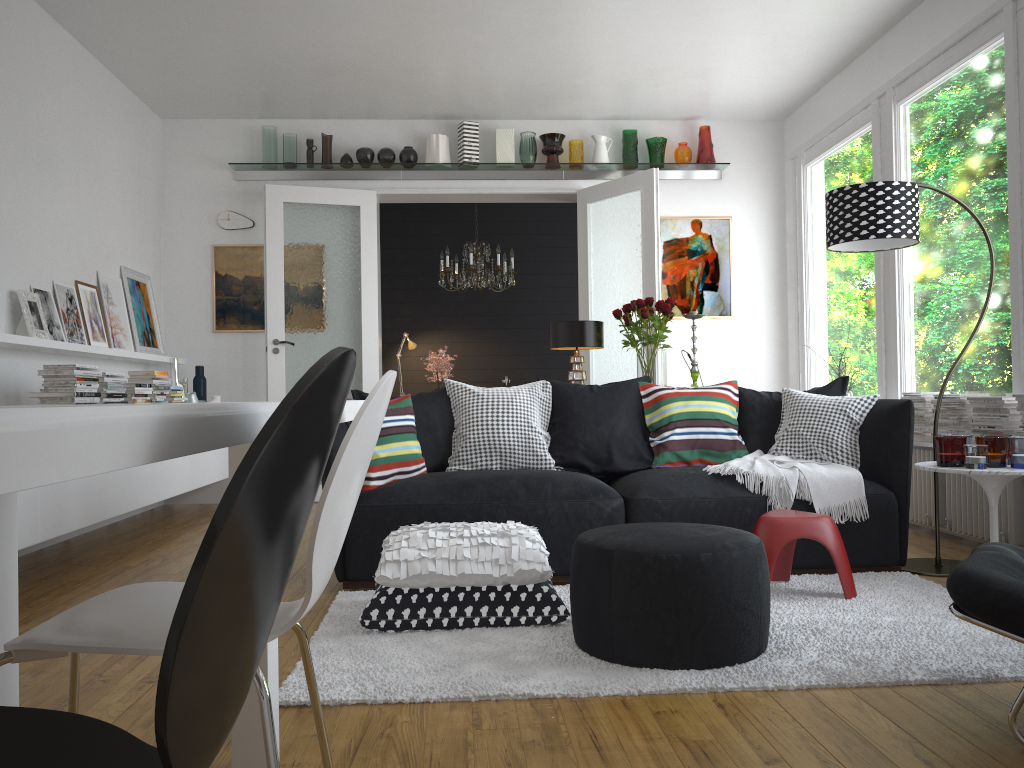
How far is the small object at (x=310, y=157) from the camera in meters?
7.0

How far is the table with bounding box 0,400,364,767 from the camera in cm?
44

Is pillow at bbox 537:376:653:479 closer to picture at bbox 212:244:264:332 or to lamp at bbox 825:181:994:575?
lamp at bbox 825:181:994:575

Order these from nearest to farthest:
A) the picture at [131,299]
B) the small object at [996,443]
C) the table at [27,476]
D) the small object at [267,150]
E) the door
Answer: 1. the table at [27,476]
2. the small object at [996,443]
3. the picture at [131,299]
4. the door
5. the small object at [267,150]

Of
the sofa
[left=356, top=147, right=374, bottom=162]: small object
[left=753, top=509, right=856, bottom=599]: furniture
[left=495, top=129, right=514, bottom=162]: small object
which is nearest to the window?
the sofa

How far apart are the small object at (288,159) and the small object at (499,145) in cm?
162

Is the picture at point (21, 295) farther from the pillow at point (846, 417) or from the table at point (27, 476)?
the table at point (27, 476)

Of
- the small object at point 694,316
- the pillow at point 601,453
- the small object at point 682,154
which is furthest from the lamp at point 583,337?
the small object at point 682,154

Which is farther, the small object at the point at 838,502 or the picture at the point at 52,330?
the picture at the point at 52,330

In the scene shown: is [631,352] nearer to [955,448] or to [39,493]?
[955,448]
